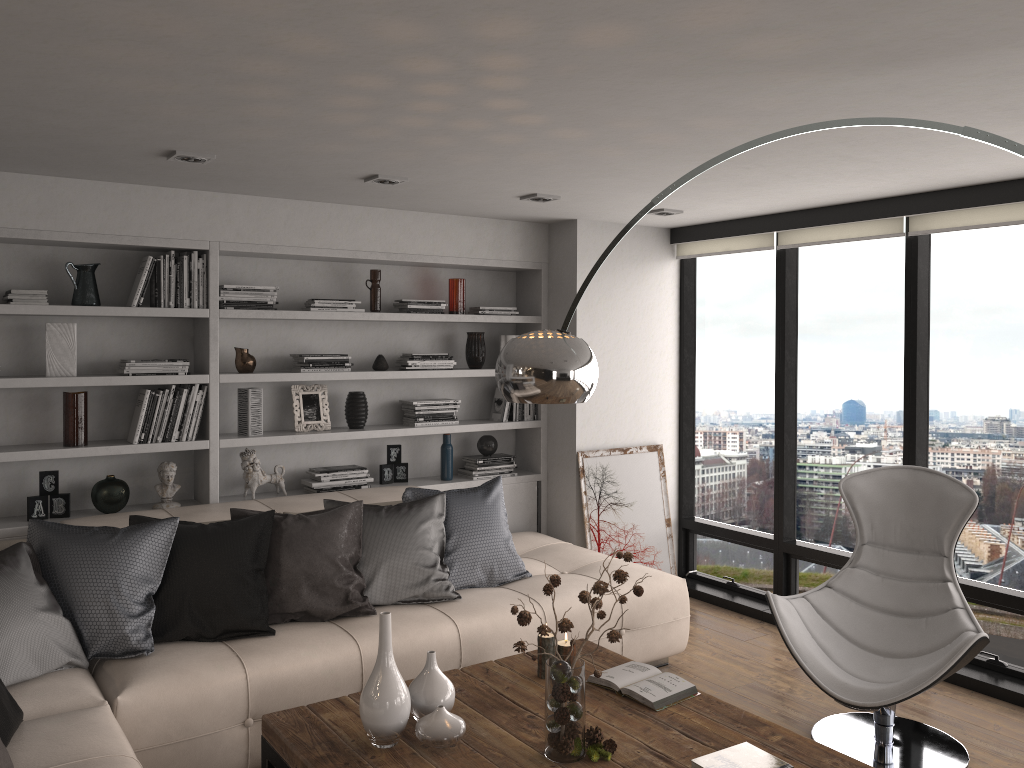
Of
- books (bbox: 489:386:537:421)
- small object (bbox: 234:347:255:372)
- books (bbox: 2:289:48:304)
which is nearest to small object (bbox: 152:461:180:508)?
small object (bbox: 234:347:255:372)

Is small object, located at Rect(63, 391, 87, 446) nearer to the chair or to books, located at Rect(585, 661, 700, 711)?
books, located at Rect(585, 661, 700, 711)

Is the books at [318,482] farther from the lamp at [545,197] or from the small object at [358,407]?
the lamp at [545,197]

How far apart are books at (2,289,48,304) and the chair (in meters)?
3.54

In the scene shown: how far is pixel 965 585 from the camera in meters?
4.5 m

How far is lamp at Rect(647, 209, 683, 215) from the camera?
5.1m

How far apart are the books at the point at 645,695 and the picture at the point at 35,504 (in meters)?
2.75

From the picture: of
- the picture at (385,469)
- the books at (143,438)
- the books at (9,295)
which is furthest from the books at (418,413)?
the books at (9,295)

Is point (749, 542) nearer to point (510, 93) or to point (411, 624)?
point (411, 624)

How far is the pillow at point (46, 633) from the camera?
3.16m
